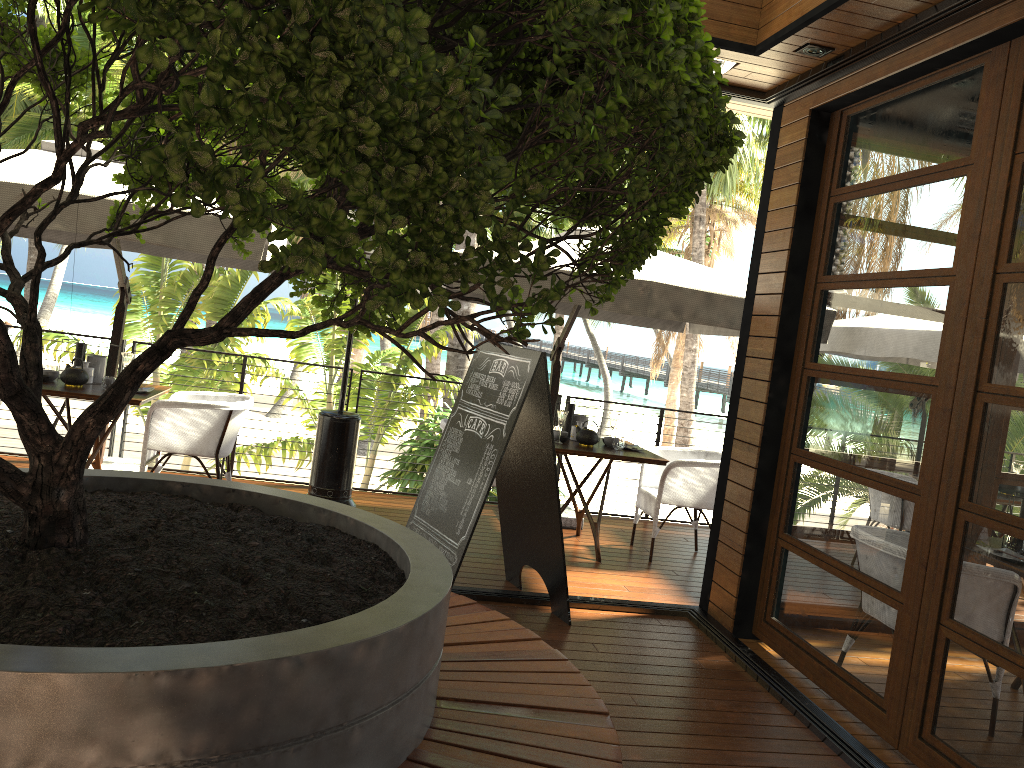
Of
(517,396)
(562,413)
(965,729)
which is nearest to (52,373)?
(517,396)

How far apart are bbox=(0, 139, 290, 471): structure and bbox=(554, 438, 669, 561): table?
2.2m

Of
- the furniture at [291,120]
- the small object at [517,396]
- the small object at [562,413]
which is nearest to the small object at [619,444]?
the small object at [562,413]

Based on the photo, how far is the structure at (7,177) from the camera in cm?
459

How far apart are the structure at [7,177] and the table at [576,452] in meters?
2.2

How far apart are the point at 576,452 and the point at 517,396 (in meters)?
1.57

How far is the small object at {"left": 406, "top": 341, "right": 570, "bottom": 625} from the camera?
4.4m

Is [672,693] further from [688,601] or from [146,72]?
[146,72]

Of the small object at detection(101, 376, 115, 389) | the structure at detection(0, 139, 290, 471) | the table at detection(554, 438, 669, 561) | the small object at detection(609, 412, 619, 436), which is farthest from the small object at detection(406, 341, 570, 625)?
the small object at detection(101, 376, 115, 389)

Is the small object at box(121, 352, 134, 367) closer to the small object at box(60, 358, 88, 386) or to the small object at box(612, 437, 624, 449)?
the small object at box(60, 358, 88, 386)
